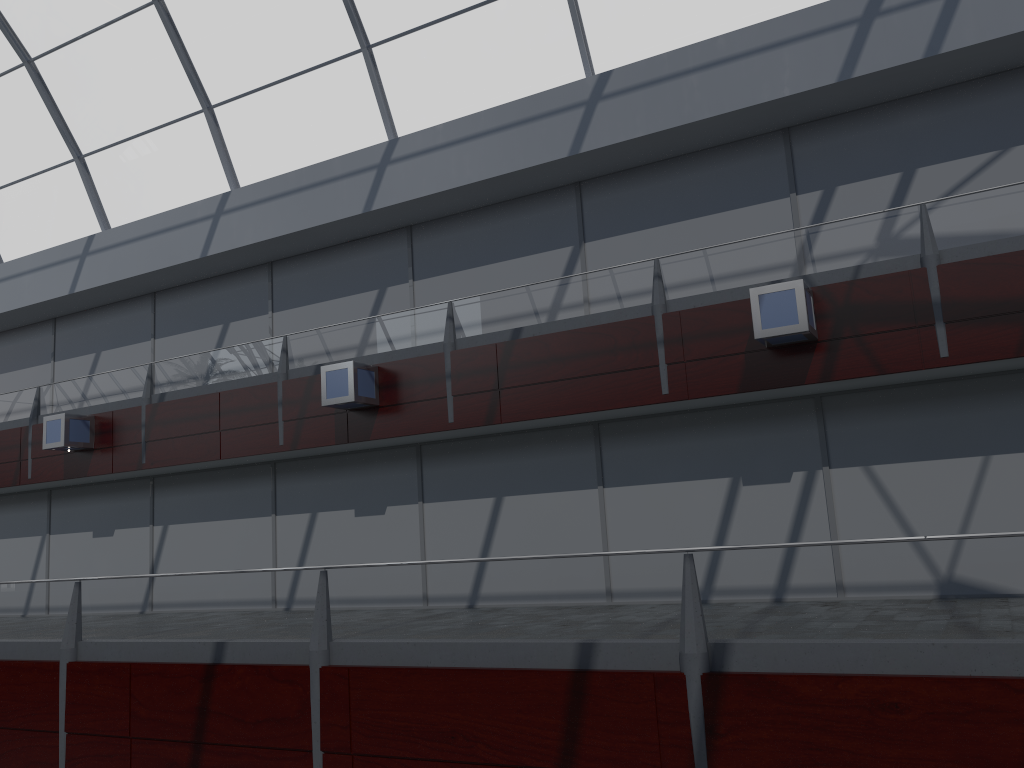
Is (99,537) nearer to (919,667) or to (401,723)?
(401,723)
